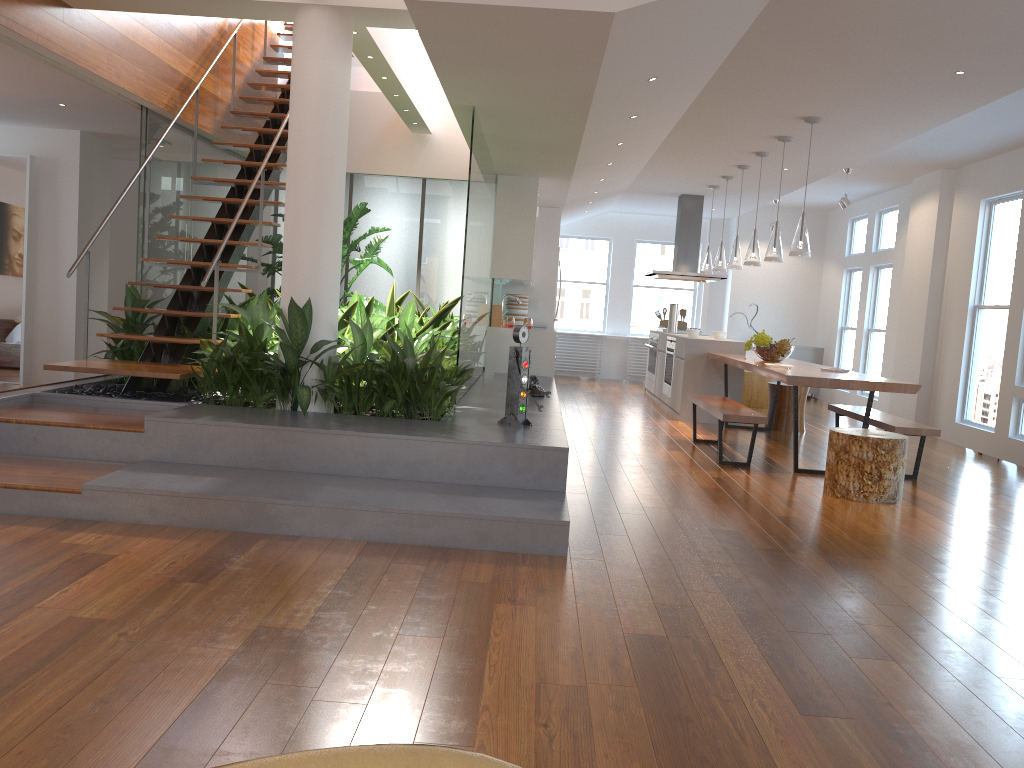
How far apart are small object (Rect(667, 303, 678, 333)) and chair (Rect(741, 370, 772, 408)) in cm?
105

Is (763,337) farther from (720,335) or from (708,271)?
(708,271)

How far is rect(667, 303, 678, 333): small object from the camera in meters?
10.6 m

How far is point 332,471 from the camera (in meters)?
4.36

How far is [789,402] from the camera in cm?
856

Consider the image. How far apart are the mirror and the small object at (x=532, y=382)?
4.9m

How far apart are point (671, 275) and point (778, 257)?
3.6 meters

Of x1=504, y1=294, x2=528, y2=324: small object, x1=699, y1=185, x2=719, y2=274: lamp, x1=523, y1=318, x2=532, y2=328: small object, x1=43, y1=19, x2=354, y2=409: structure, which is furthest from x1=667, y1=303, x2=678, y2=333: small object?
x1=43, y1=19, x2=354, y2=409: structure

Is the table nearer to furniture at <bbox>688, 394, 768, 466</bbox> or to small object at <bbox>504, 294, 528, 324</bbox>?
furniture at <bbox>688, 394, 768, 466</bbox>

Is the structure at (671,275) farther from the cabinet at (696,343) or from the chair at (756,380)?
→ the chair at (756,380)
